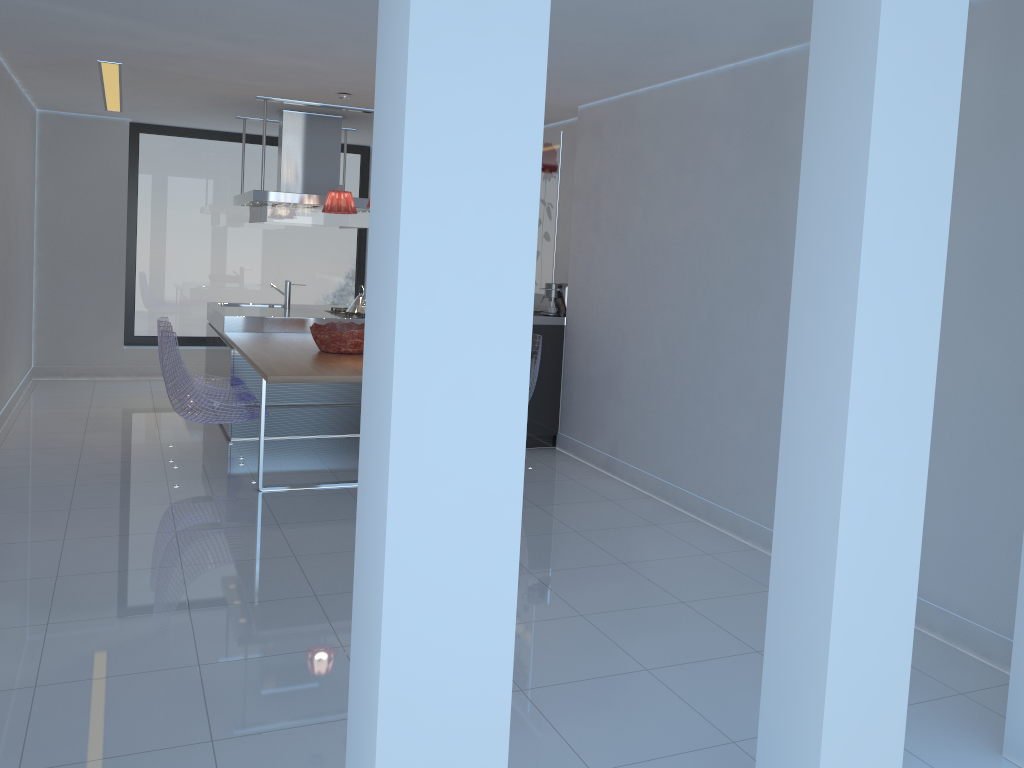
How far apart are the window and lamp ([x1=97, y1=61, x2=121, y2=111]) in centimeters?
91cm

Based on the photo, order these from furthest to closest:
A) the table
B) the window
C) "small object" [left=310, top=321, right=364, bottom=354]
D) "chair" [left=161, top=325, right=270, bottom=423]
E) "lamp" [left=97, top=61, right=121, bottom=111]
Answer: the window
"lamp" [left=97, top=61, right=121, bottom=111]
"small object" [left=310, top=321, right=364, bottom=354]
"chair" [left=161, top=325, right=270, bottom=423]
the table

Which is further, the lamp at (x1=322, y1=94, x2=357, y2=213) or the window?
the window

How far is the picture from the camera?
7.1m

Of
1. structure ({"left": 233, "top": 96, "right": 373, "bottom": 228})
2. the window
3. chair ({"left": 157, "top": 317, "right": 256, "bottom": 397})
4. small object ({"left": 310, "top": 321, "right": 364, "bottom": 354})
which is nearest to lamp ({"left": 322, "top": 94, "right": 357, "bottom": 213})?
structure ({"left": 233, "top": 96, "right": 373, "bottom": 228})

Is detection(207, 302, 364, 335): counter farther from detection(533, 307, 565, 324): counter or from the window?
detection(533, 307, 565, 324): counter

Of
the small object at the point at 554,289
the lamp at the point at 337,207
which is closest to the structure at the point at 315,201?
the lamp at the point at 337,207

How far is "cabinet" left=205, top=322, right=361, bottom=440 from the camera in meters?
6.3

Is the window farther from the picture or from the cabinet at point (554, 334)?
the cabinet at point (554, 334)

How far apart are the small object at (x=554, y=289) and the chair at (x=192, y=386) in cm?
221
